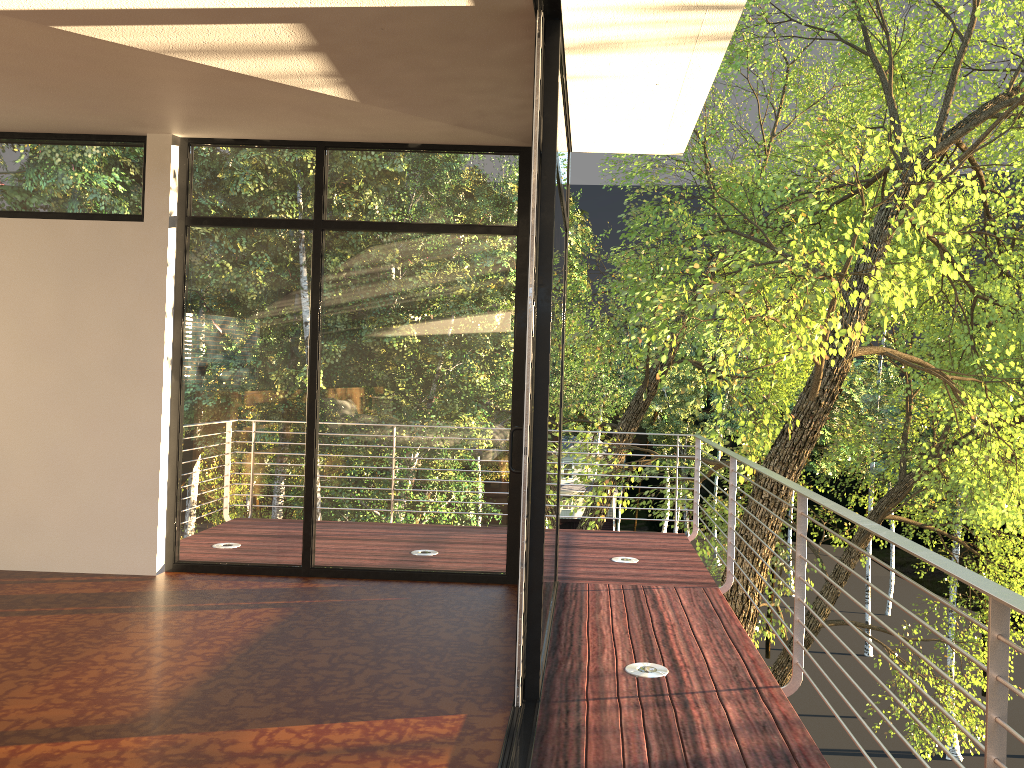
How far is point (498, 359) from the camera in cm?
504

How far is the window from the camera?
5.04m

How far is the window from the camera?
5.04m

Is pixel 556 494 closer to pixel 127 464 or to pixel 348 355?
pixel 348 355
